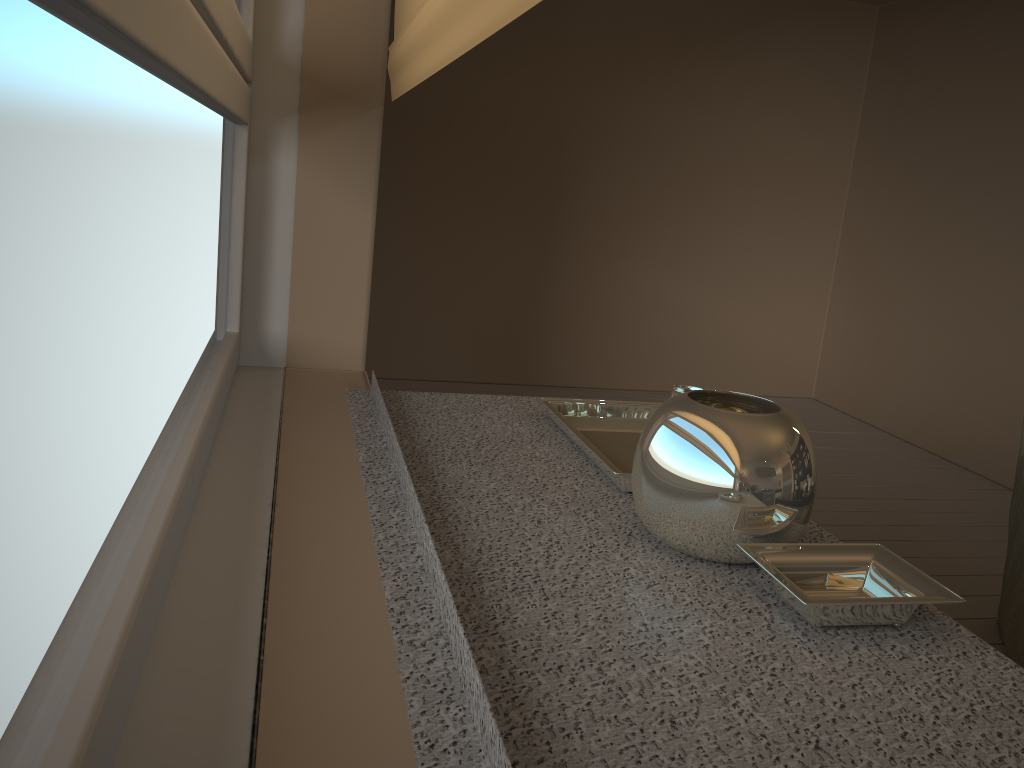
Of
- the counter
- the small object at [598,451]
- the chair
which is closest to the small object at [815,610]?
the counter

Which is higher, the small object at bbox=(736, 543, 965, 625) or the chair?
the small object at bbox=(736, 543, 965, 625)

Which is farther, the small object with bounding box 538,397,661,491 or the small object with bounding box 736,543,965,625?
the small object with bounding box 538,397,661,491

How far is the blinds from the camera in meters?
0.9

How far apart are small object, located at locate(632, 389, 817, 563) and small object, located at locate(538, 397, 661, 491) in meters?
0.2

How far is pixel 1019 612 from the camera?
2.52m

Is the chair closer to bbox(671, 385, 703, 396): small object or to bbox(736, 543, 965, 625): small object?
bbox(671, 385, 703, 396): small object

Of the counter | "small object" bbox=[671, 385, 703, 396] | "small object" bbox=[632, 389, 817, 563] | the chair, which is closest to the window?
the counter

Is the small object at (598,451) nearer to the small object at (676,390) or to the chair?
the small object at (676,390)

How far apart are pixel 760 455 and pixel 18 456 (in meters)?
0.84
